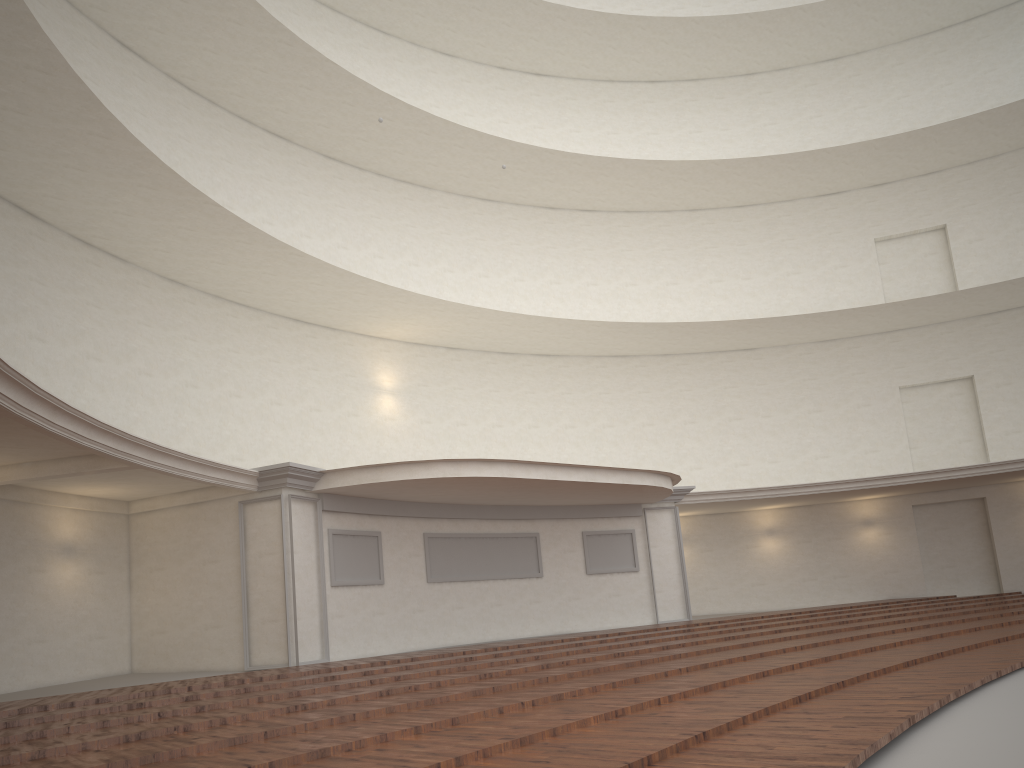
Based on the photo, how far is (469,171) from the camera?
22.28m
